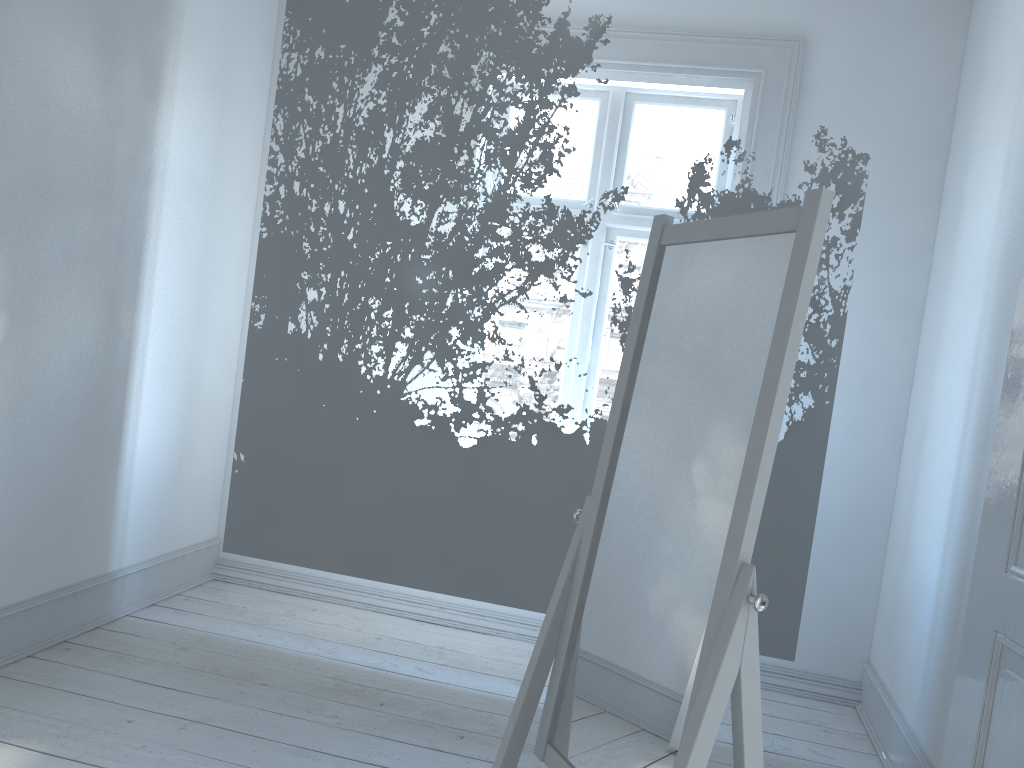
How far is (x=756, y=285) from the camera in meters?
1.5

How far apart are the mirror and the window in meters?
1.9

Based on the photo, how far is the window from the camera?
3.5 meters

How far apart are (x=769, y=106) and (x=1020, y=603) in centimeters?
237cm

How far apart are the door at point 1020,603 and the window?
1.8m

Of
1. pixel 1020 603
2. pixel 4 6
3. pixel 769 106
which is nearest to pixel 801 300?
pixel 1020 603

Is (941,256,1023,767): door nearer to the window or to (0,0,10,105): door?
the window

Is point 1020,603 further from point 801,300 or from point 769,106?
point 769,106

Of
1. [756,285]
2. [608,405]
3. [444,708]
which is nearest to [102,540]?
[444,708]

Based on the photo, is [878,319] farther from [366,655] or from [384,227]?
[366,655]
